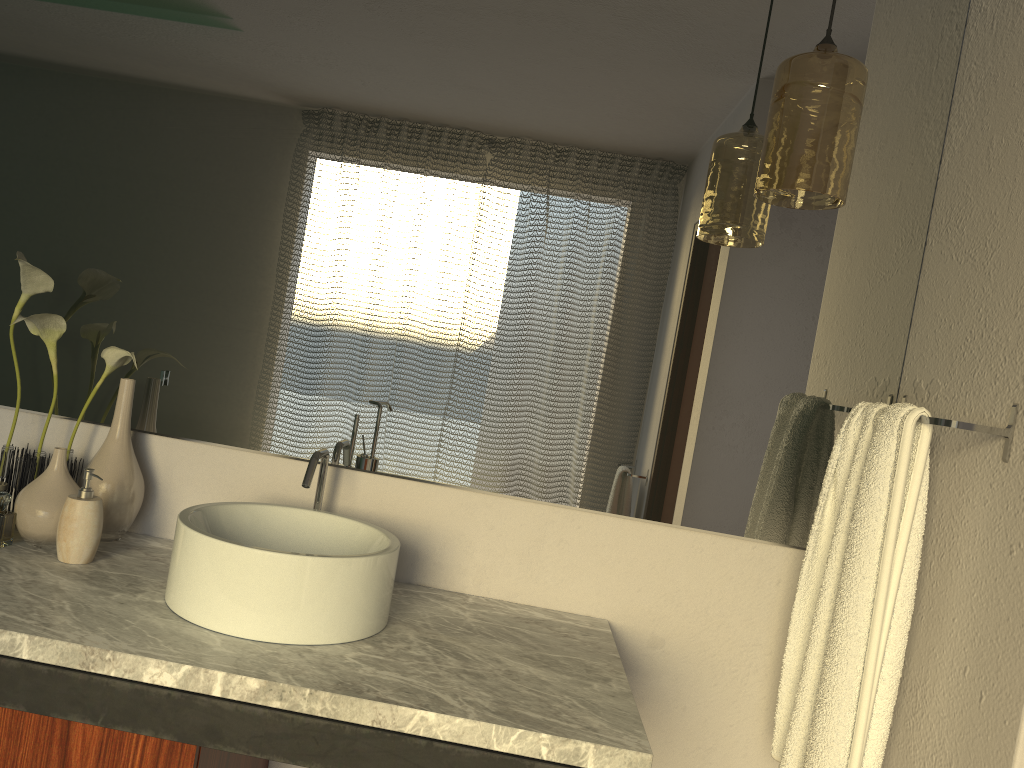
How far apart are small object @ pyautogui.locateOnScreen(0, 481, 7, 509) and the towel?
1.4 meters

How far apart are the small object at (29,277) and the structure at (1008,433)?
1.33m

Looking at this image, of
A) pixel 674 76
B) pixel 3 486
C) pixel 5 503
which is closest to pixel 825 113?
pixel 674 76

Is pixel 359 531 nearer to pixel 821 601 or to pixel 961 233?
pixel 821 601

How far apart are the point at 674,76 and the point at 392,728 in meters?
1.2

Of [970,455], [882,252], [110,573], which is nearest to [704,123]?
[882,252]

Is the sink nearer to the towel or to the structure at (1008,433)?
the towel

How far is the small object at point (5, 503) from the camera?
3.7m

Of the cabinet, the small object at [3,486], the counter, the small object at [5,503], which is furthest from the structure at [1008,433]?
the small object at [5,503]

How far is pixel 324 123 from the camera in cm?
167
